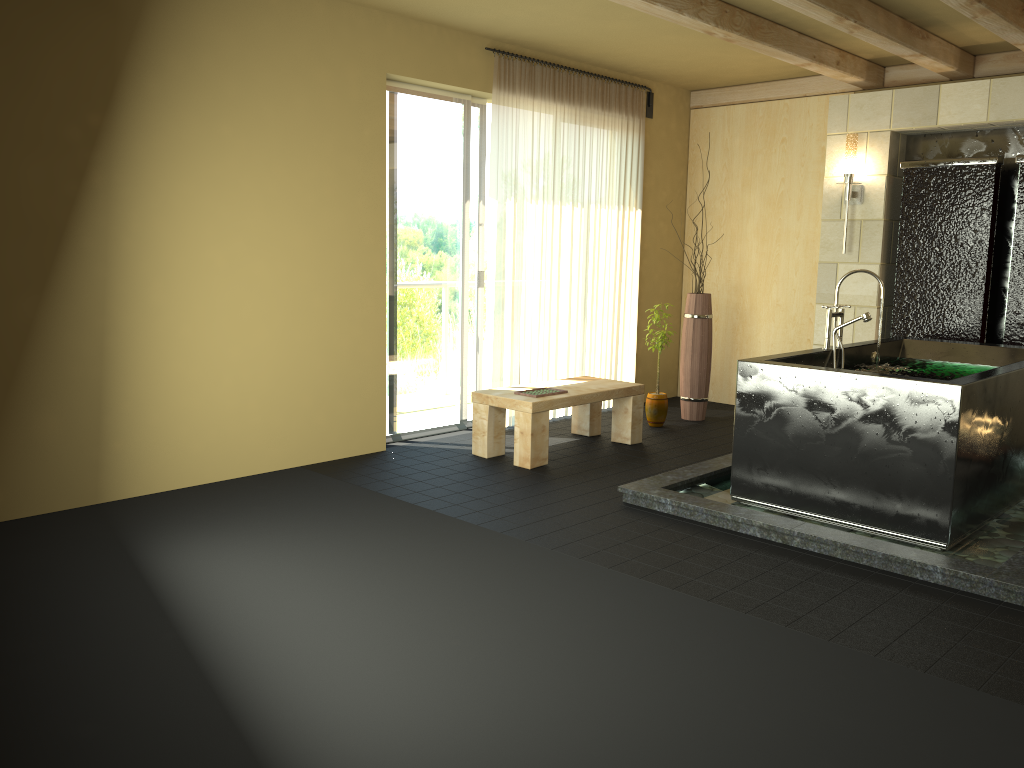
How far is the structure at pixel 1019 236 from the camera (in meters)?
Result: 5.68

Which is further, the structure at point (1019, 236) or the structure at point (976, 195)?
the structure at point (976, 195)

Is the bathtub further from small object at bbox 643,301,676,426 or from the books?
small object at bbox 643,301,676,426

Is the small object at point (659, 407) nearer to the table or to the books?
the table

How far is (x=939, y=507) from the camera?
3.9m

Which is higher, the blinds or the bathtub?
the blinds

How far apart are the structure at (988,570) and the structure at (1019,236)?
1.59m

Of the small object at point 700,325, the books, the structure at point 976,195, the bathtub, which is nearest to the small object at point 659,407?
the small object at point 700,325

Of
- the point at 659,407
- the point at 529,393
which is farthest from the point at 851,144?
the point at 529,393

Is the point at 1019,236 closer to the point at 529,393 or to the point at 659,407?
the point at 659,407
